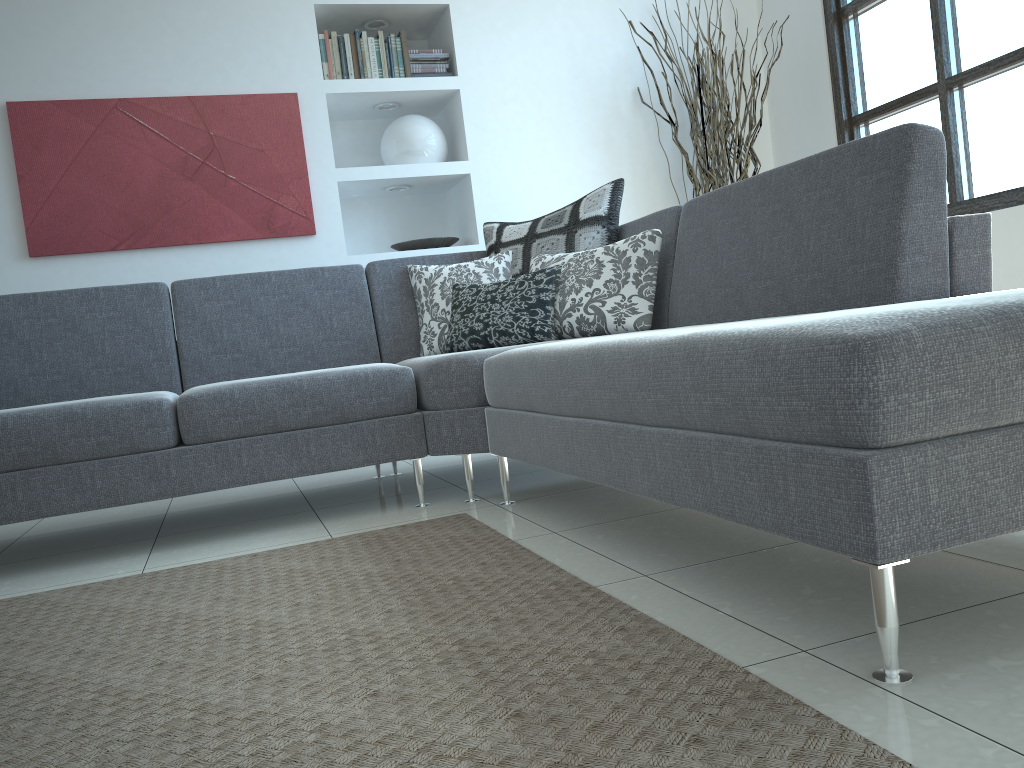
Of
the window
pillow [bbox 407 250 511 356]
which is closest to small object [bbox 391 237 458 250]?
pillow [bbox 407 250 511 356]

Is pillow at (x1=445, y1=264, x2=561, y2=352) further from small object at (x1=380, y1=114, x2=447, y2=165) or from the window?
the window

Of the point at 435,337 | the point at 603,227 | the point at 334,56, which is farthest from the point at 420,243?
the point at 603,227

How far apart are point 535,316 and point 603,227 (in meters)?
0.50

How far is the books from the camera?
4.2 meters

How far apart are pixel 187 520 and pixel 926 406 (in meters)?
2.66

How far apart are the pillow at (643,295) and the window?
1.7 meters

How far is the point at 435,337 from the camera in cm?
335

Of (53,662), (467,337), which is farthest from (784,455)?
(467,337)

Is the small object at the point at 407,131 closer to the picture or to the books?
the books
